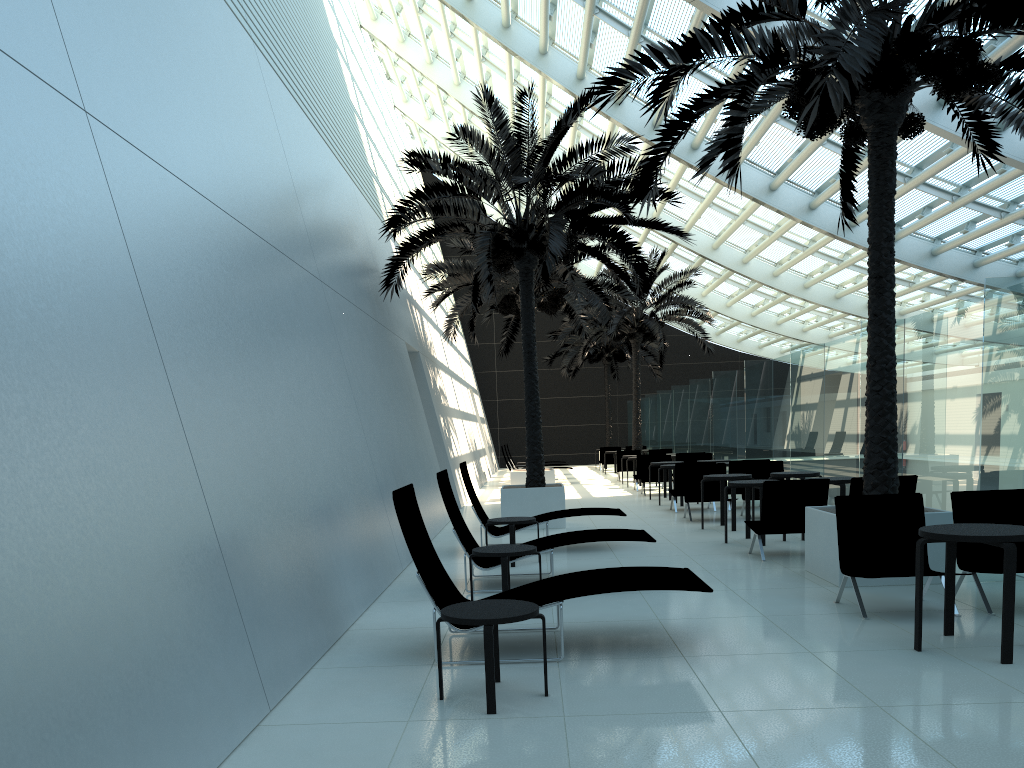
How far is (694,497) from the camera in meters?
14.1 m

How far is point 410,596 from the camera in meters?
8.0

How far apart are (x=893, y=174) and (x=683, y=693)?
5.74m

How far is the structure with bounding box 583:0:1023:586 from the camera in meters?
6.8

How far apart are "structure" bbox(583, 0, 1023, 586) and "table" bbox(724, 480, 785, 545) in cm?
205

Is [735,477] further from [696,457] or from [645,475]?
[696,457]

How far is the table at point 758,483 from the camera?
10.6 meters

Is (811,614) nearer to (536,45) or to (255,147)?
(255,147)

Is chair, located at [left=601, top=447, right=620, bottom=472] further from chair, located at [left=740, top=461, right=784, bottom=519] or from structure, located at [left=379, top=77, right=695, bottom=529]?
chair, located at [left=740, top=461, right=784, bottom=519]

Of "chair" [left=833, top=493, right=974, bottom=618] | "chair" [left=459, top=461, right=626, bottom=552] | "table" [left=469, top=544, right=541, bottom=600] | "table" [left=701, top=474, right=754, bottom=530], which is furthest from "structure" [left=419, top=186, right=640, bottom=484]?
"chair" [left=833, top=493, right=974, bottom=618]
